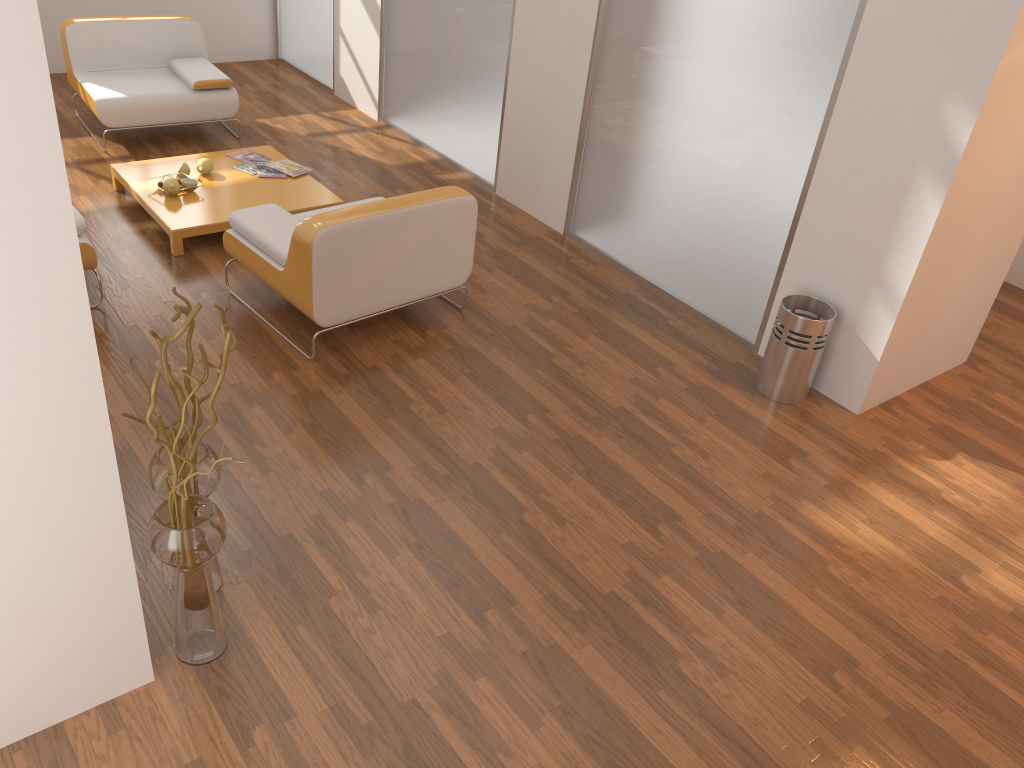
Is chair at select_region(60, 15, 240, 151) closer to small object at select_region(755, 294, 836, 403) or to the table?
the table

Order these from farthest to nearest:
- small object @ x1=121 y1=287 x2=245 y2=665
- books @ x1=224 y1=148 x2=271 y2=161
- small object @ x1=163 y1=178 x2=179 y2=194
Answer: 1. books @ x1=224 y1=148 x2=271 y2=161
2. small object @ x1=163 y1=178 x2=179 y2=194
3. small object @ x1=121 y1=287 x2=245 y2=665

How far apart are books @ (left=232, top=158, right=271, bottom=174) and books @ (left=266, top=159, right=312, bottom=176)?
0.1m

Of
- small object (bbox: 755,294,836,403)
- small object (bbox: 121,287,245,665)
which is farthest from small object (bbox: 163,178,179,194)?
small object (bbox: 755,294,836,403)

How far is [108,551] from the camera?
2.22m

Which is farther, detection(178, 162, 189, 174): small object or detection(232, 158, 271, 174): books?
detection(232, 158, 271, 174): books

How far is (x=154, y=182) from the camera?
5.0m

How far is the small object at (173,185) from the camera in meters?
4.9

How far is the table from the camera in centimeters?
472cm

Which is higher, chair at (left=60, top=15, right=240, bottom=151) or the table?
chair at (left=60, top=15, right=240, bottom=151)
